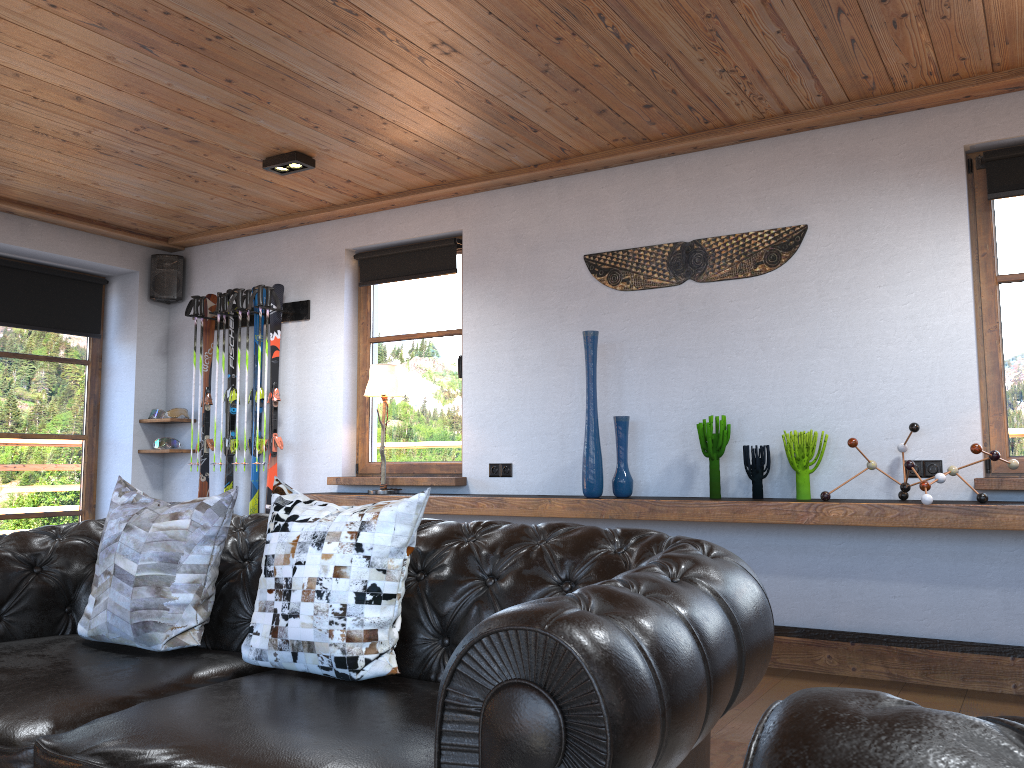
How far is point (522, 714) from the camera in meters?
1.2 m

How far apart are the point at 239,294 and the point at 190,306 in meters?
0.4 m

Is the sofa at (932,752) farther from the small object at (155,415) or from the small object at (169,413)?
the small object at (155,415)

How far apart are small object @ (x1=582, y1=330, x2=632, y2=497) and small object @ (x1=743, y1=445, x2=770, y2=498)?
0.6 meters

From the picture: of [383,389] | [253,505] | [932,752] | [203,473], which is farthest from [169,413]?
[932,752]

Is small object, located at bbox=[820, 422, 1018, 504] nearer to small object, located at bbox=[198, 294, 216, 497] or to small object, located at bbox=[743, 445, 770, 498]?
small object, located at bbox=[743, 445, 770, 498]

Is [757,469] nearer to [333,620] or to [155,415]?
[333,620]

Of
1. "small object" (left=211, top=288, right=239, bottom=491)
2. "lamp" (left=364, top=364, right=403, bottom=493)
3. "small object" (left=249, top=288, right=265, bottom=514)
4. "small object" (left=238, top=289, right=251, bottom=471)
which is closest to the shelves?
"lamp" (left=364, top=364, right=403, bottom=493)

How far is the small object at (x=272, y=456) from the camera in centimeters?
597cm

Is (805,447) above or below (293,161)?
below
